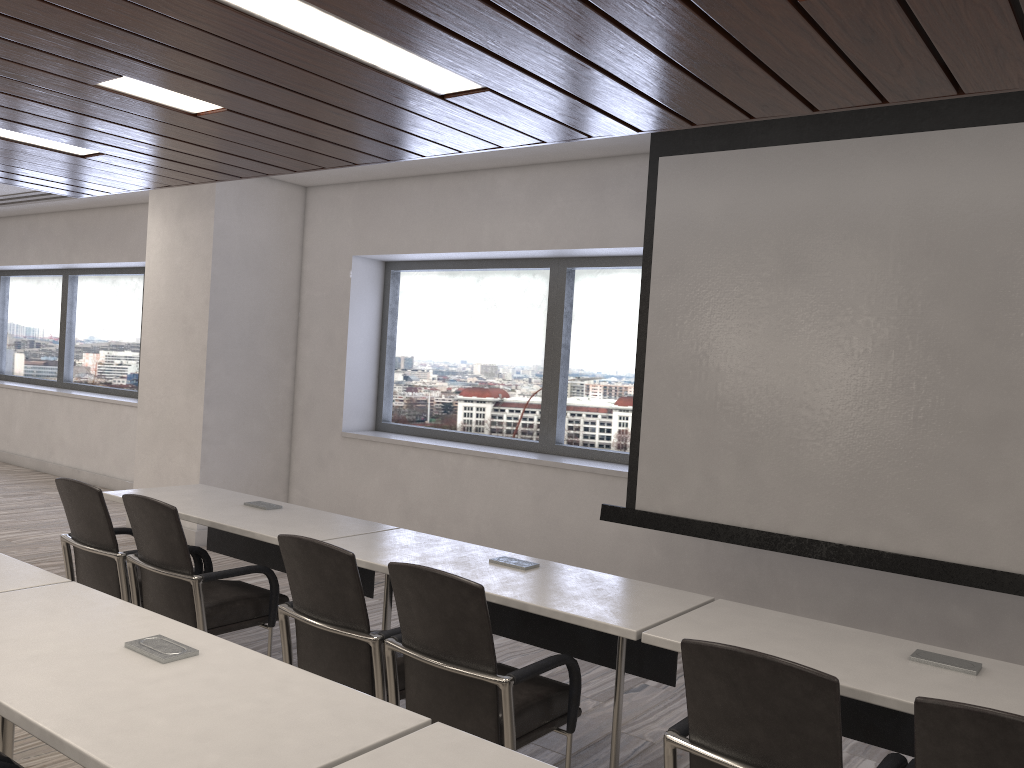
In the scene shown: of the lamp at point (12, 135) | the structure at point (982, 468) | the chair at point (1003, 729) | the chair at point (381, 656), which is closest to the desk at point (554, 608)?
the chair at point (381, 656)

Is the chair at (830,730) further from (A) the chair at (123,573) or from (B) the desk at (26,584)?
(A) the chair at (123,573)

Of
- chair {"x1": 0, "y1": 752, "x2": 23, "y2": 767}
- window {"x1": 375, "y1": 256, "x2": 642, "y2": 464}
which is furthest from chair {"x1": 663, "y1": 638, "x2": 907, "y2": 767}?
window {"x1": 375, "y1": 256, "x2": 642, "y2": 464}

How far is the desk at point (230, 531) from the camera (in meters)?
3.82

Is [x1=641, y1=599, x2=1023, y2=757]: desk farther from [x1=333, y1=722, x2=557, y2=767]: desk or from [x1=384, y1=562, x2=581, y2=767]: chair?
[x1=333, y1=722, x2=557, y2=767]: desk

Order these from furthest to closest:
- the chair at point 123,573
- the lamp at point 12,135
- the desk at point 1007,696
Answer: the lamp at point 12,135 < the chair at point 123,573 < the desk at point 1007,696

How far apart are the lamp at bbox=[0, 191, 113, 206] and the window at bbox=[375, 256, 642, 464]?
3.9m

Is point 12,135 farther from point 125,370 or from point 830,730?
point 125,370

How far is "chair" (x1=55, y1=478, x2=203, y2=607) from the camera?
3.77m

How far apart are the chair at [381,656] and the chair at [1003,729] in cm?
157
